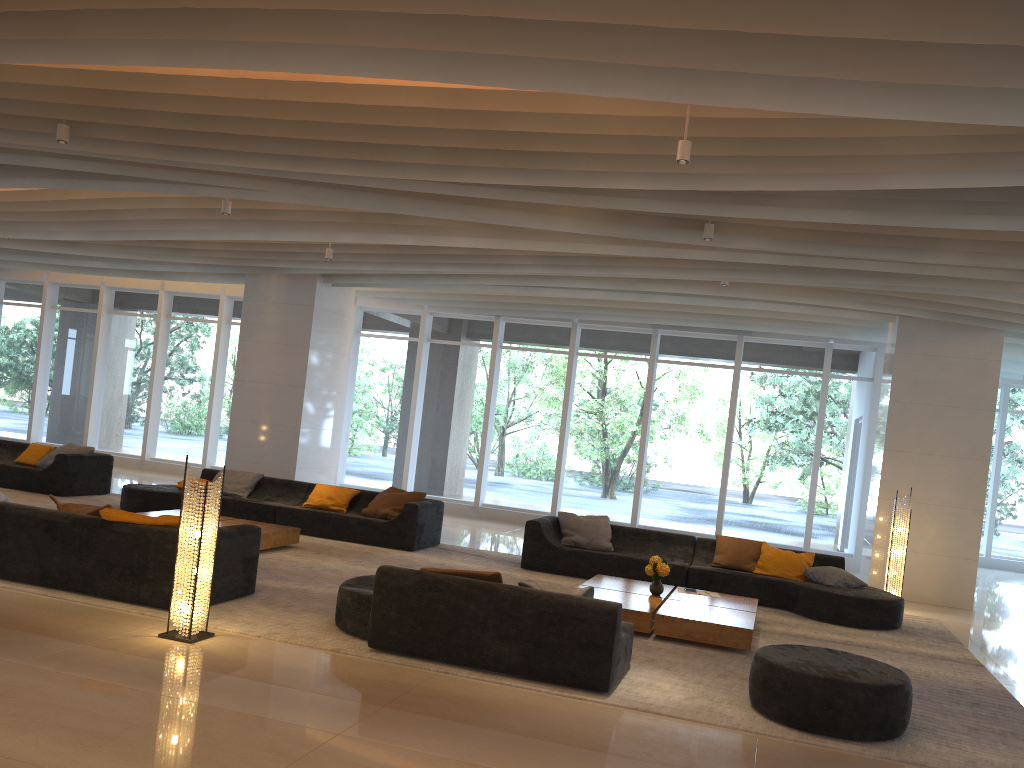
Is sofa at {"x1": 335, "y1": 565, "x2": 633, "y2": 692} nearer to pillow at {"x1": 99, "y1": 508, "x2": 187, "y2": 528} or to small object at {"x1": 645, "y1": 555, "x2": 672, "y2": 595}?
pillow at {"x1": 99, "y1": 508, "x2": 187, "y2": 528}

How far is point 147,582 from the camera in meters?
6.4 m

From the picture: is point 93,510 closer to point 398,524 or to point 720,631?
point 398,524

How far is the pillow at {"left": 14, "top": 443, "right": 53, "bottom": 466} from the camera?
12.5m

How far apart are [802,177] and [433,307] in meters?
10.2

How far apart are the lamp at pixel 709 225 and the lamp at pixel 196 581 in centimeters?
474cm

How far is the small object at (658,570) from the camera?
8.1m

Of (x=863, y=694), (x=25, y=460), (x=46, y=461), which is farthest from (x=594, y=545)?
(x=25, y=460)

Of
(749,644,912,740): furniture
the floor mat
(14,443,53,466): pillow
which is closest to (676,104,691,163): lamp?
(749,644,912,740): furniture

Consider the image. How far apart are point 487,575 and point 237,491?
6.7 meters
